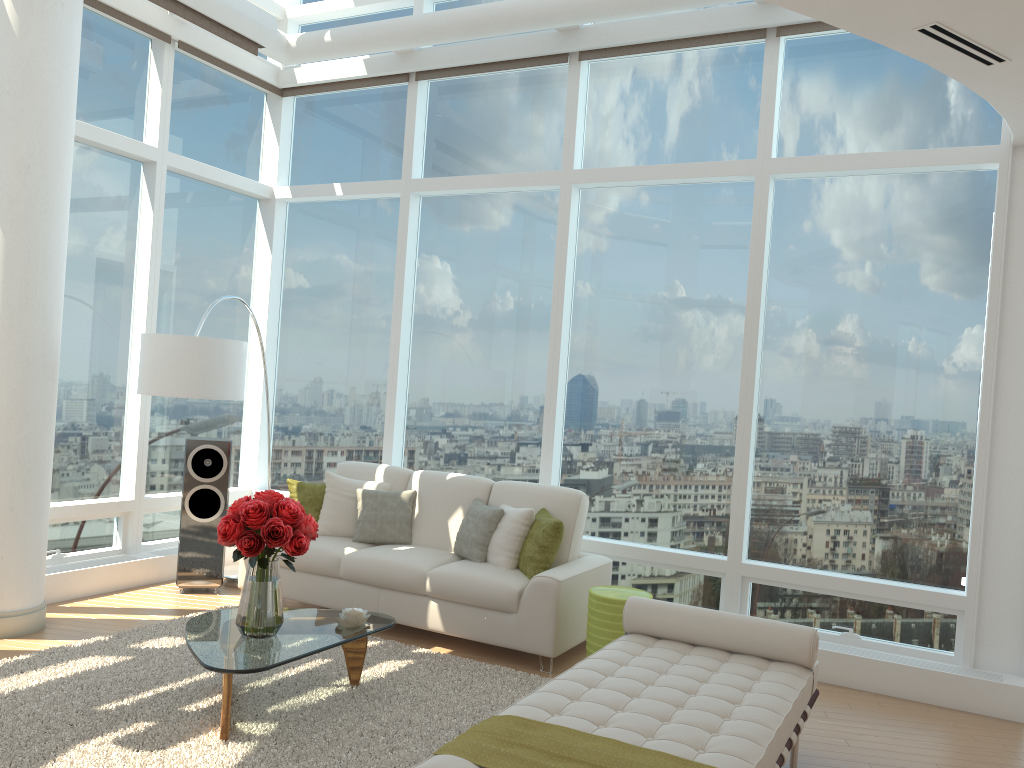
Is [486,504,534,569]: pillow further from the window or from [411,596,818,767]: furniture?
[411,596,818,767]: furniture

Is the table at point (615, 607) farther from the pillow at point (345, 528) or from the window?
the pillow at point (345, 528)

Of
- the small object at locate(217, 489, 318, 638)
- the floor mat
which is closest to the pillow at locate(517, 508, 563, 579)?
the floor mat

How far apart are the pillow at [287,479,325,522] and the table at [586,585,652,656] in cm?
236

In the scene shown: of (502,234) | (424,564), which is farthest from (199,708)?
(502,234)

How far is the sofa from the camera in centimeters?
540cm

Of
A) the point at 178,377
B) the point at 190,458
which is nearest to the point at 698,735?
the point at 178,377

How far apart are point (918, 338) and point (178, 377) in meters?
4.8

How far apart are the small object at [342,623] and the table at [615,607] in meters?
1.4

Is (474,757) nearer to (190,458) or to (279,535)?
(279,535)
